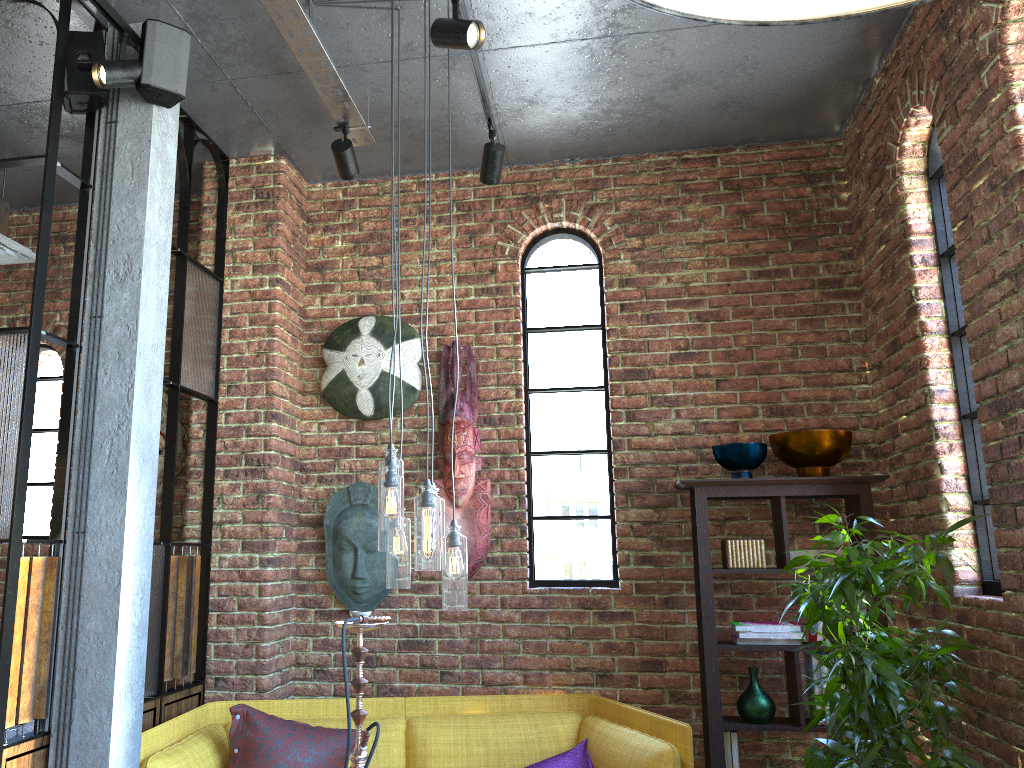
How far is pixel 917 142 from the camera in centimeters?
354cm

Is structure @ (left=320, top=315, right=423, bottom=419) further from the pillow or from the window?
the pillow

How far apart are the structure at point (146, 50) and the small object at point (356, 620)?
1.85m

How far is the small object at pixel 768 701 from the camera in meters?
3.6 m

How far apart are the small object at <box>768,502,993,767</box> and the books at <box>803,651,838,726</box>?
0.48m

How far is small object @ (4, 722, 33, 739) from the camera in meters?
3.1 m

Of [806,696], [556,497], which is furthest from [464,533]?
[806,696]

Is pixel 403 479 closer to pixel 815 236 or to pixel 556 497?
pixel 556 497

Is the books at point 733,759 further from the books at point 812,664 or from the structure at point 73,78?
the structure at point 73,78

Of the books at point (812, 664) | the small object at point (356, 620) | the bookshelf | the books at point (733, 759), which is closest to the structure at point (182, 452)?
the small object at point (356, 620)
